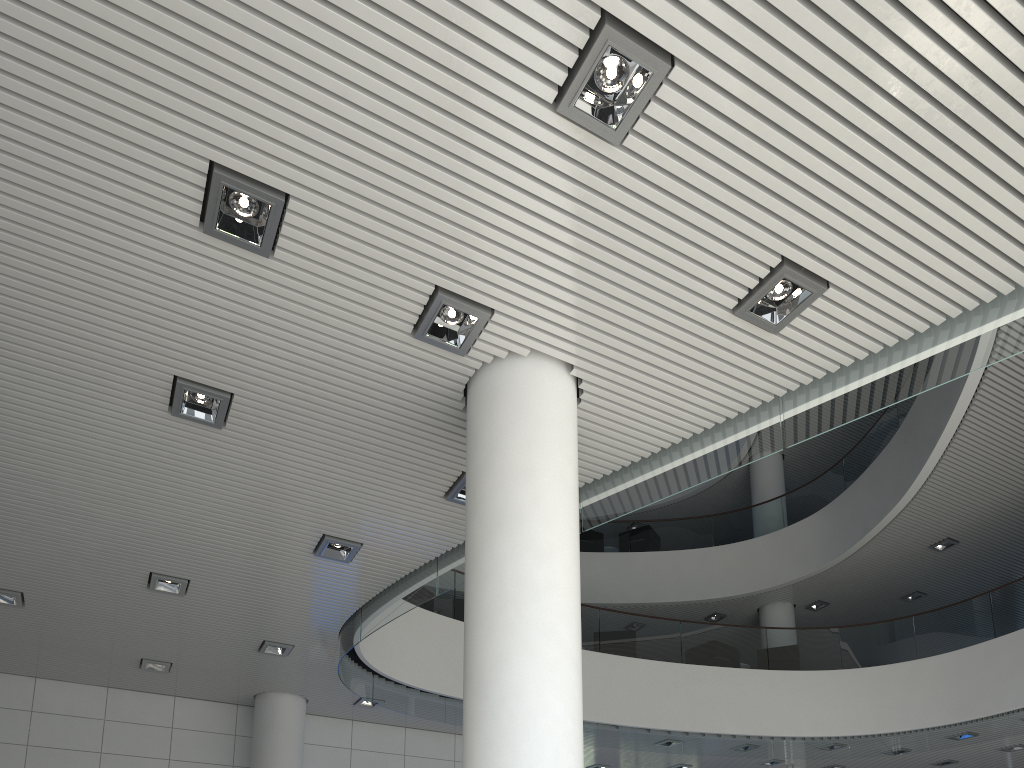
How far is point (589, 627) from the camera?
7.83m
